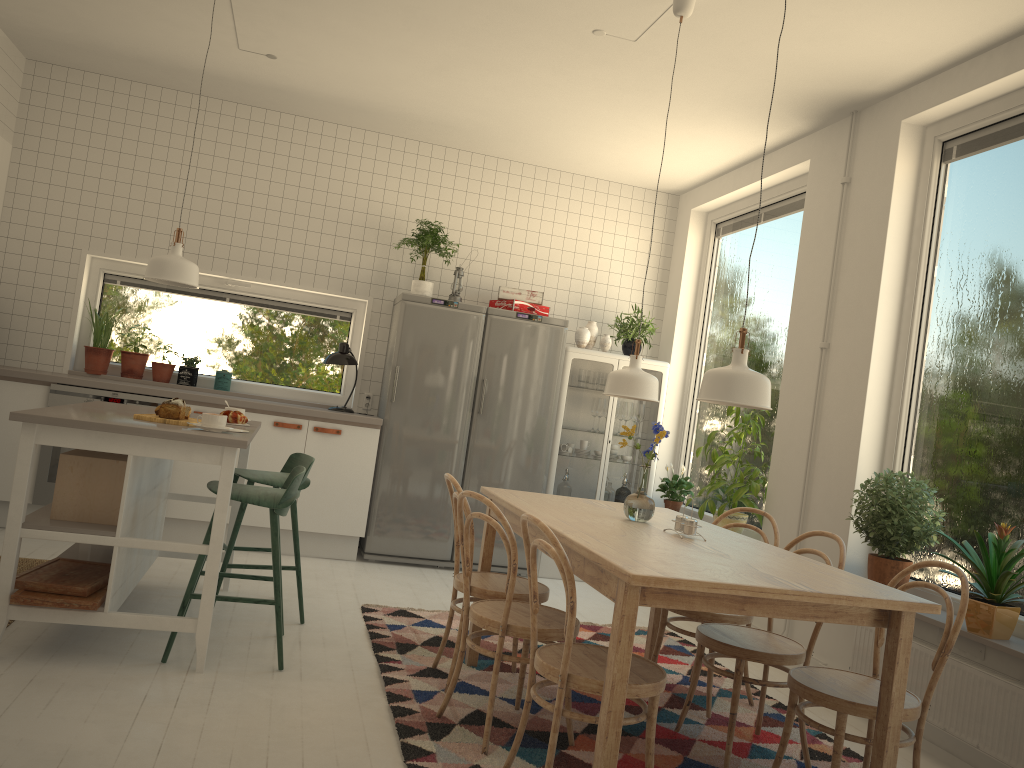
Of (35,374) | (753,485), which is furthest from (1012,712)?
(35,374)

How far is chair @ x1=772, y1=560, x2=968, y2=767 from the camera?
2.56m

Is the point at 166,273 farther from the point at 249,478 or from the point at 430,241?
the point at 430,241

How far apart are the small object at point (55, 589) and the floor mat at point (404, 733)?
1.1 meters

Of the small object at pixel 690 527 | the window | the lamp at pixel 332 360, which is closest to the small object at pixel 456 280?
the window

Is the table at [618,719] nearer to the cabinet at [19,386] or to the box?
the box

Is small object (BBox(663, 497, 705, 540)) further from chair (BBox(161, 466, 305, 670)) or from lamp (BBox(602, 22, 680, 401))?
chair (BBox(161, 466, 305, 670))

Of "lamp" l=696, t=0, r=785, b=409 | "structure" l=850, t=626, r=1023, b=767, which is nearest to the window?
"structure" l=850, t=626, r=1023, b=767

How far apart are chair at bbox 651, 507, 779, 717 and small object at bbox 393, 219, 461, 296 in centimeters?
271cm

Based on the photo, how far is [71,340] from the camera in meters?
5.7 m
